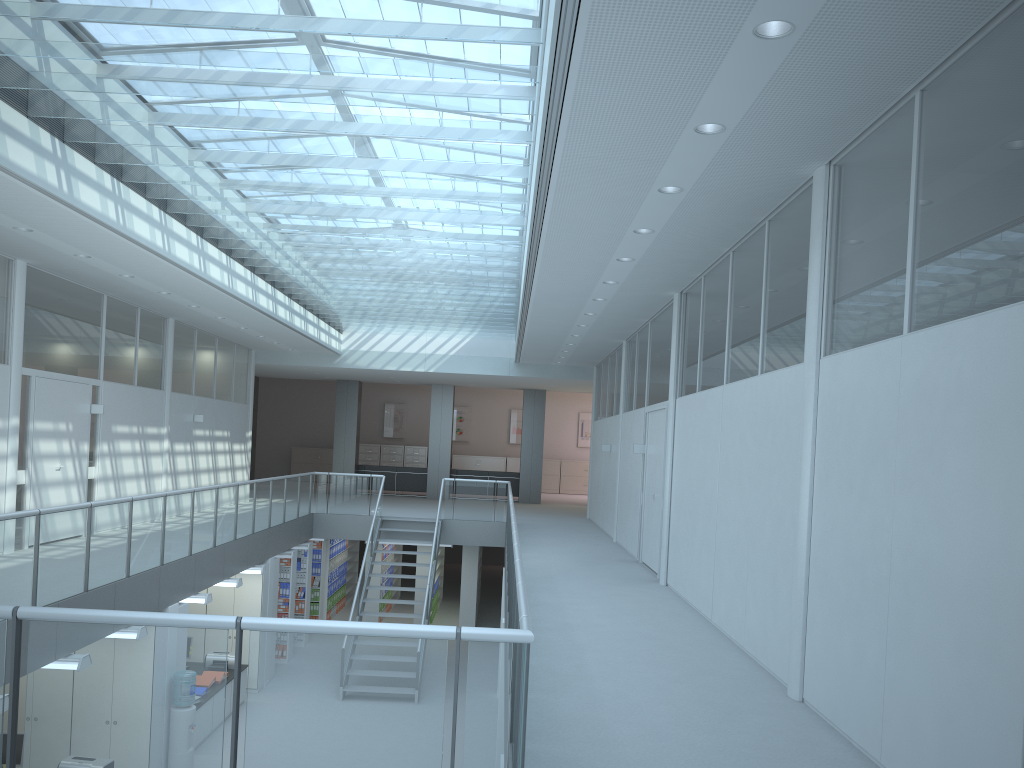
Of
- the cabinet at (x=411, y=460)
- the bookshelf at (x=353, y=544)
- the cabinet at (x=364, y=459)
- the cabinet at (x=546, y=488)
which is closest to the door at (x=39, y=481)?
the bookshelf at (x=353, y=544)

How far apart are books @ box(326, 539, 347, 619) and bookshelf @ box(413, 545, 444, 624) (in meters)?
1.75

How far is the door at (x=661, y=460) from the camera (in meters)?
9.83

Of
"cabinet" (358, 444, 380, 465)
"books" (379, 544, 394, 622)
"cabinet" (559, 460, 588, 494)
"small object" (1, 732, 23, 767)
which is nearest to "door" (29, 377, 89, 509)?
"small object" (1, 732, 23, 767)

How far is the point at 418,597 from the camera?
16.80m

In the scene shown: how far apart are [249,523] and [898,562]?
9.5 meters

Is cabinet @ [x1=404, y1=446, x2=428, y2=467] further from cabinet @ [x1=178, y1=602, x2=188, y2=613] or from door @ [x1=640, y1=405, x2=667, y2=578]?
cabinet @ [x1=178, y1=602, x2=188, y2=613]

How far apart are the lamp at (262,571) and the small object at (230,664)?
1.12m

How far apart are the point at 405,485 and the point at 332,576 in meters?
5.0 m

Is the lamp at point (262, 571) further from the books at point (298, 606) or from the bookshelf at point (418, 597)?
the bookshelf at point (418, 597)
